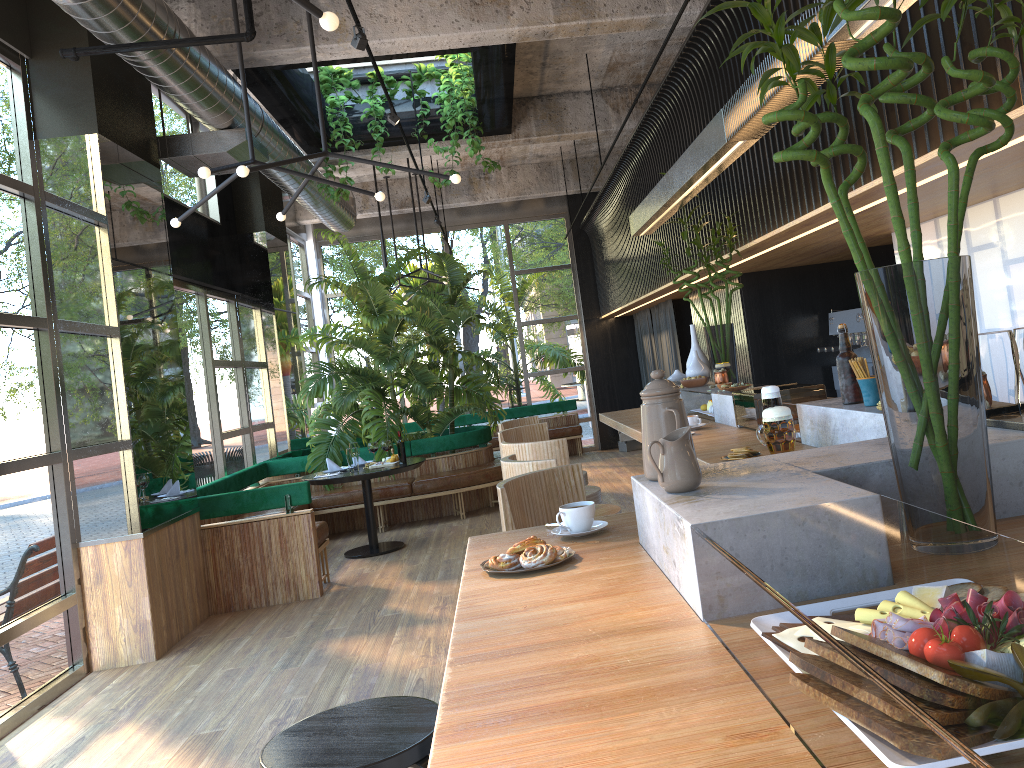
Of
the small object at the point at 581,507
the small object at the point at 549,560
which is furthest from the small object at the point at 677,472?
the small object at the point at 581,507

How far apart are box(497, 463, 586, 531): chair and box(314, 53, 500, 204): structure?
5.7 meters

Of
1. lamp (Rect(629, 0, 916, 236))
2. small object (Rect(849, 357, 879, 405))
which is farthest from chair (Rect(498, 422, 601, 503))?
small object (Rect(849, 357, 879, 405))

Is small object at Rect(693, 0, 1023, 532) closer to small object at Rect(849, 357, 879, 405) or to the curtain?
small object at Rect(849, 357, 879, 405)

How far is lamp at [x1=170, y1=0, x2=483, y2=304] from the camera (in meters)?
2.66

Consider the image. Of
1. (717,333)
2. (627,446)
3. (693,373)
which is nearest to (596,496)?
(693,373)

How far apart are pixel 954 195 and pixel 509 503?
1.77m

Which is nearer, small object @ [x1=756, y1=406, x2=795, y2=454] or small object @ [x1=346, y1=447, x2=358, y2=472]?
small object @ [x1=756, y1=406, x2=795, y2=454]

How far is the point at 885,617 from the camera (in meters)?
0.86

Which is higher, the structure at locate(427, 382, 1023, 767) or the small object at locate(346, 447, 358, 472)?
the structure at locate(427, 382, 1023, 767)
